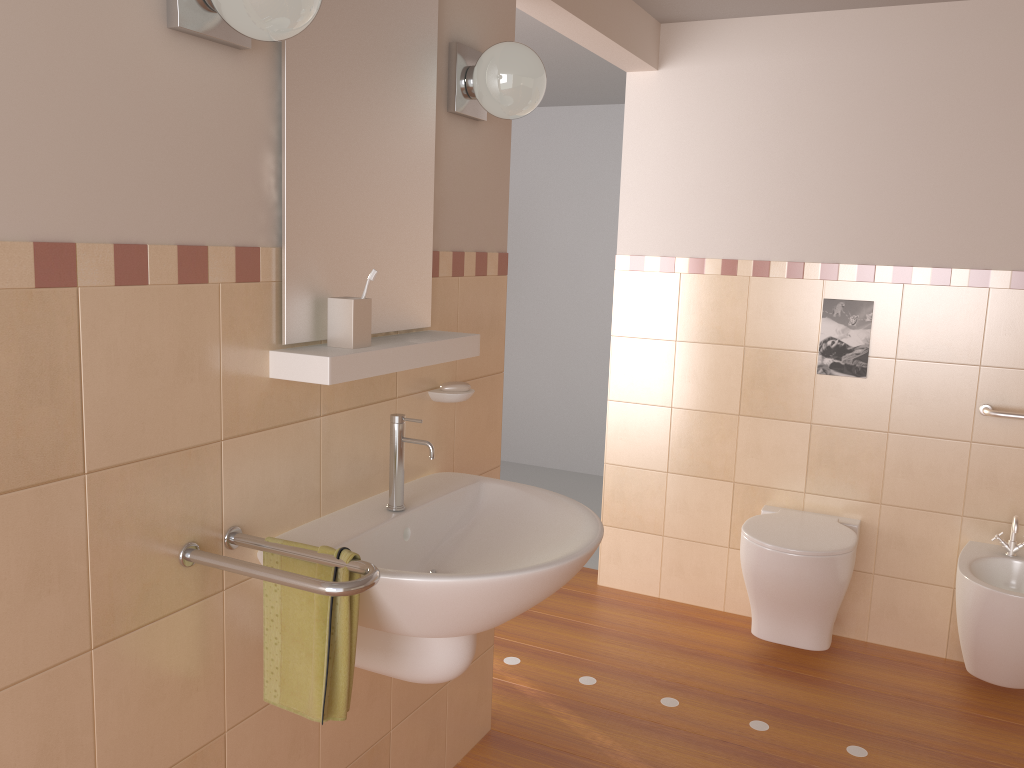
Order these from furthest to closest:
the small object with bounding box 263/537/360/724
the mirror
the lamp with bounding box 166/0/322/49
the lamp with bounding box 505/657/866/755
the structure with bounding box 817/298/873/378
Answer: the structure with bounding box 817/298/873/378 < the lamp with bounding box 505/657/866/755 < the mirror < the small object with bounding box 263/537/360/724 < the lamp with bounding box 166/0/322/49

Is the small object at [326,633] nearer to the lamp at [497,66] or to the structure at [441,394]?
the structure at [441,394]

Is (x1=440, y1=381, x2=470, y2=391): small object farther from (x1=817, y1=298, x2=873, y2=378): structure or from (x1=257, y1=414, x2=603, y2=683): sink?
(x1=817, y1=298, x2=873, y2=378): structure

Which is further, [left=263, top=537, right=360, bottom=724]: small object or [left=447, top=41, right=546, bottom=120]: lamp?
[left=447, top=41, right=546, bottom=120]: lamp

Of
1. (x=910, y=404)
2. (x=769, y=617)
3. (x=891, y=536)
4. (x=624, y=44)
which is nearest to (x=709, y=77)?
(x=624, y=44)

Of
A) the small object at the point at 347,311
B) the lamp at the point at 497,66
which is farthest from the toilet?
the small object at the point at 347,311

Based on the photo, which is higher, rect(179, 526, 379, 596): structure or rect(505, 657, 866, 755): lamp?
rect(179, 526, 379, 596): structure

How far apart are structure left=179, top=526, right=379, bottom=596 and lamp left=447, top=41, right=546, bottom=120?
1.1m

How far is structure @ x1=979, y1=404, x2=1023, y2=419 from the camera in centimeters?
294cm

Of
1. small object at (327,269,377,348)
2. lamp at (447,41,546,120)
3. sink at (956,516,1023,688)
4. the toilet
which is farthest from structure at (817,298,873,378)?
small object at (327,269,377,348)
